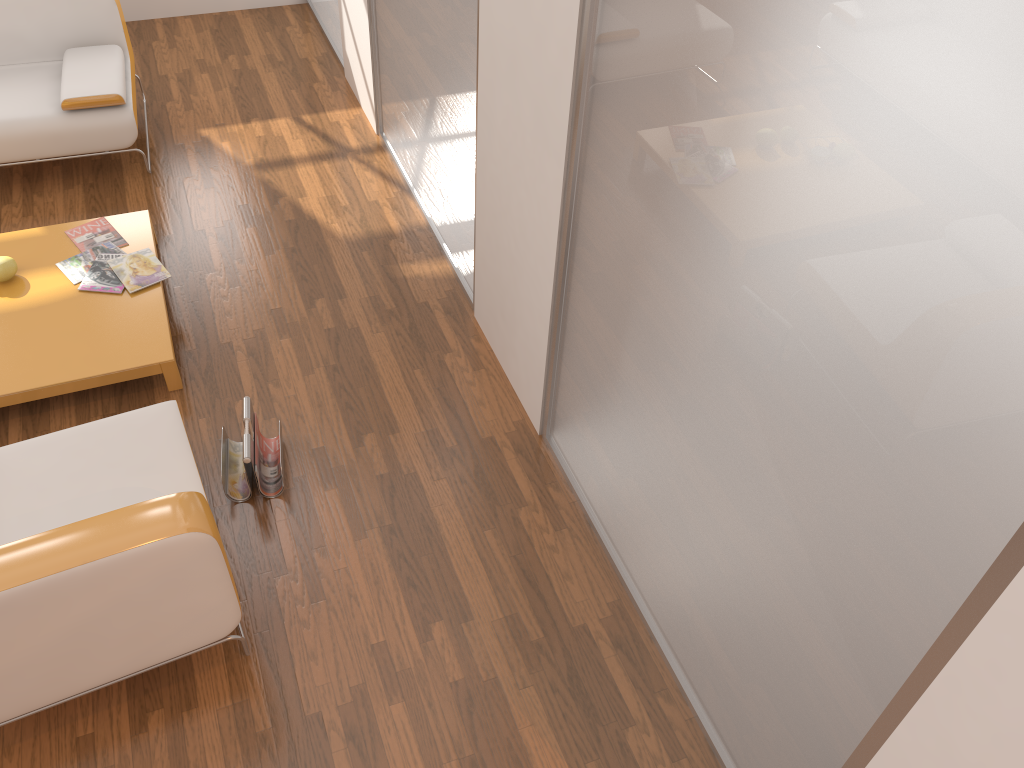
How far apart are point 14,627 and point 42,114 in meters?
2.8

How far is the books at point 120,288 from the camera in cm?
343

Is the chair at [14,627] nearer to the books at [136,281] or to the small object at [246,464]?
the small object at [246,464]

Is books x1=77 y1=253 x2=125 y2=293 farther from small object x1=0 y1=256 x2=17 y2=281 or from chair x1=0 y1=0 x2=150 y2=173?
chair x1=0 y1=0 x2=150 y2=173

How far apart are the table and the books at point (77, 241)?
0.0 meters

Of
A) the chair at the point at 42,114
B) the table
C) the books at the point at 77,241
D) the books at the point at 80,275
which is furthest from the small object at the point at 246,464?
the chair at the point at 42,114

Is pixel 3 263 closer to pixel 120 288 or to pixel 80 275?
pixel 80 275

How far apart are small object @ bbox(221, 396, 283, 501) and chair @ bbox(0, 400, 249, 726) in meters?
0.2

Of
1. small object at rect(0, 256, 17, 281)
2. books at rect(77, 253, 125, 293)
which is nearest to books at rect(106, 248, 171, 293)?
books at rect(77, 253, 125, 293)

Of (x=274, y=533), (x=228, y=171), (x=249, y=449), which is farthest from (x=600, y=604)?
(x=228, y=171)
